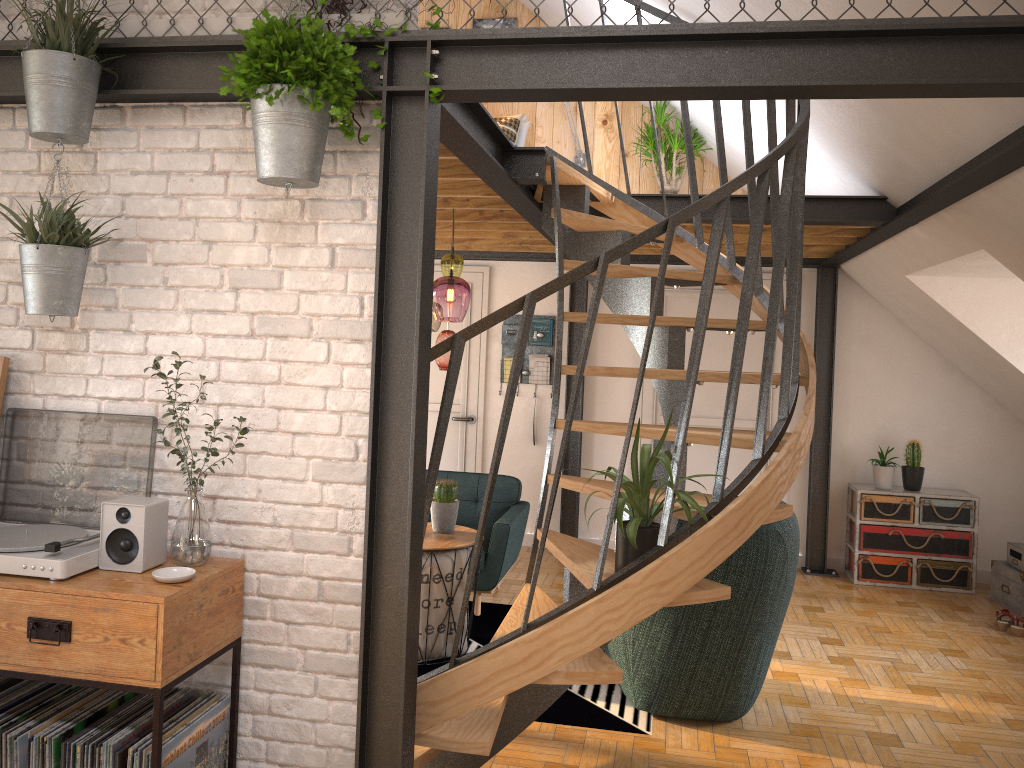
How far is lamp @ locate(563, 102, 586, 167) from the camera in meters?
7.1 m

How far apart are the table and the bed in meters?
3.3

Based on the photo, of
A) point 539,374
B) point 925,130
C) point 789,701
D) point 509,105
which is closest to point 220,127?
point 925,130

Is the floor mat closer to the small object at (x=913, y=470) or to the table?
the table

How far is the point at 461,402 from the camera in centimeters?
743cm

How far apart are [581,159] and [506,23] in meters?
1.3

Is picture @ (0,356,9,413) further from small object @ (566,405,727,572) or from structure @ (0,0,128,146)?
small object @ (566,405,727,572)

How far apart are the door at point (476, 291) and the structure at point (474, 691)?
2.6 meters

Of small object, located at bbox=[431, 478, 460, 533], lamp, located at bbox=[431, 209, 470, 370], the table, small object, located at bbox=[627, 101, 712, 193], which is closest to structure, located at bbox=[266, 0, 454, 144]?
lamp, located at bbox=[431, 209, 470, 370]

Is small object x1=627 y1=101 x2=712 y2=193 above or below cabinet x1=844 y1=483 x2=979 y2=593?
above
